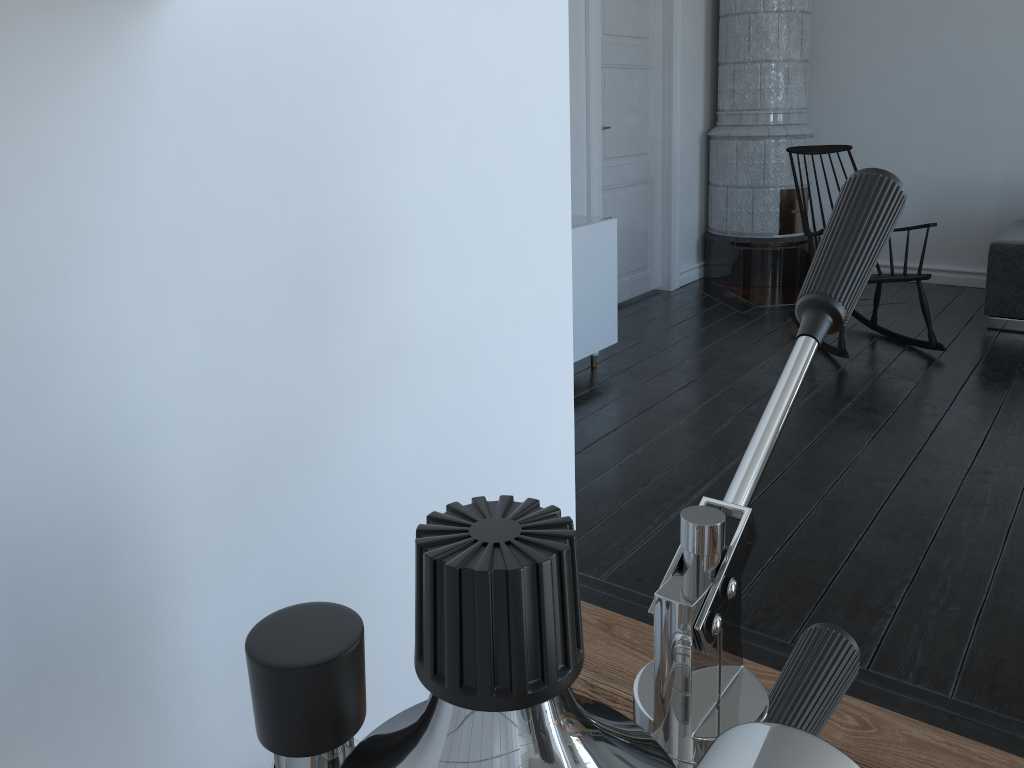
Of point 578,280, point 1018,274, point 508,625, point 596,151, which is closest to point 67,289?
point 508,625

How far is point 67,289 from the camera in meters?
0.4 m

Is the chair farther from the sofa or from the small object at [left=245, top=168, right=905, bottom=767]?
the small object at [left=245, top=168, right=905, bottom=767]

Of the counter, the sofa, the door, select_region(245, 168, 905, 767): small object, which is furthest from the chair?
select_region(245, 168, 905, 767): small object

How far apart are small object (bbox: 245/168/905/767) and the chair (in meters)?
4.12

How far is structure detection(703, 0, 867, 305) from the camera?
5.6m

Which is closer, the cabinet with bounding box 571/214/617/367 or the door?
the cabinet with bounding box 571/214/617/367

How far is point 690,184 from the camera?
6.0 meters

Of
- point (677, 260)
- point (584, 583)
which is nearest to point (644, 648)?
point (584, 583)

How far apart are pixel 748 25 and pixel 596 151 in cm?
160
